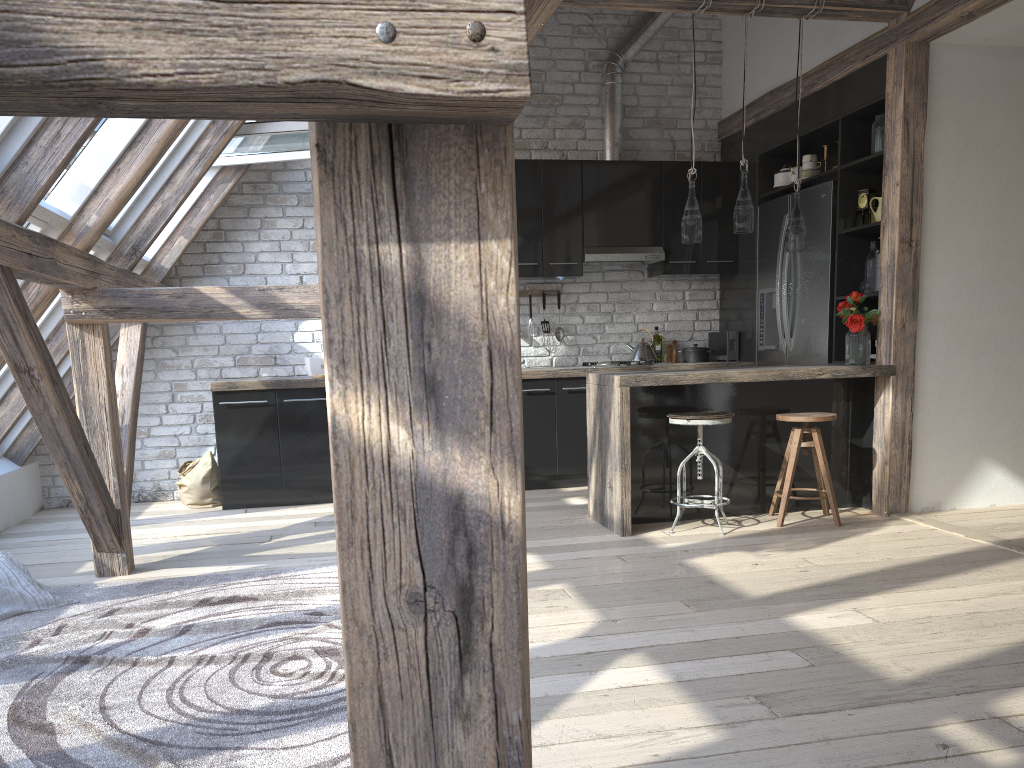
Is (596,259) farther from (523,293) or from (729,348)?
(729,348)

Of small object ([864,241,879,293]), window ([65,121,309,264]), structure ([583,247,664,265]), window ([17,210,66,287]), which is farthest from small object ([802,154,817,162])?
window ([17,210,66,287])

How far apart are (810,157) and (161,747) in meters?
5.1 m

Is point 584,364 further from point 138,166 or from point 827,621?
point 827,621

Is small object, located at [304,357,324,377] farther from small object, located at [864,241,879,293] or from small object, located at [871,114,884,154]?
small object, located at [871,114,884,154]

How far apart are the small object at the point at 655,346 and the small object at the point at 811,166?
1.69m

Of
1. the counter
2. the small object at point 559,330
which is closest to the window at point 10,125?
the counter

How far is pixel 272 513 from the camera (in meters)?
5.62

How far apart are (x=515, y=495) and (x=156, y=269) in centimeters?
572cm

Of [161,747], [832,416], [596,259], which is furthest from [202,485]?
[832,416]
